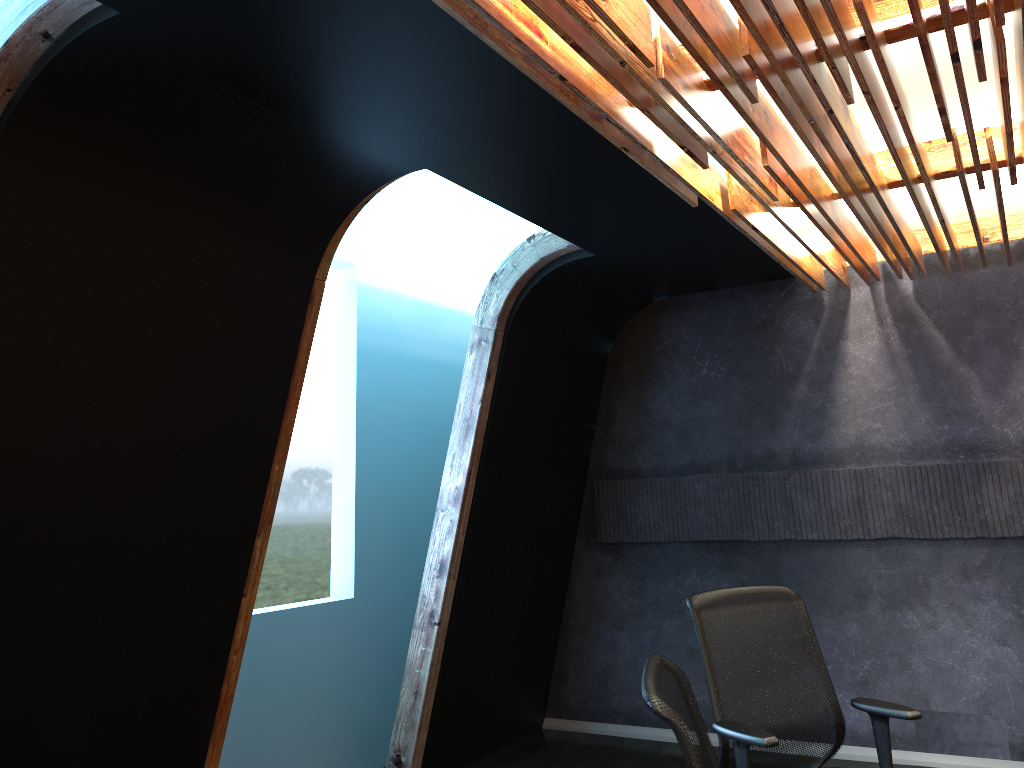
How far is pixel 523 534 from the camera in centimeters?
616cm

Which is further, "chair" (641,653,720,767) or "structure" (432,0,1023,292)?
"structure" (432,0,1023,292)

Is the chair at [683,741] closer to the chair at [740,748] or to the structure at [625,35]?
the chair at [740,748]

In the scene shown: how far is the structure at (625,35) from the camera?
2.5m

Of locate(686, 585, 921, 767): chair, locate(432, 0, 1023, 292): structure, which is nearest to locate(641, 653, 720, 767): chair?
locate(686, 585, 921, 767): chair

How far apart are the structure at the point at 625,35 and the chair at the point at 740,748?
1.7 meters

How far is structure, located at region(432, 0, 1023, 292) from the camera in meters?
2.5

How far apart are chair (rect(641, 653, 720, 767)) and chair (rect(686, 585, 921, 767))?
0.90m

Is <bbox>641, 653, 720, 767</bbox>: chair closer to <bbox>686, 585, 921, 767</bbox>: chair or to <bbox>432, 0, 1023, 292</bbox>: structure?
<bbox>686, 585, 921, 767</bbox>: chair

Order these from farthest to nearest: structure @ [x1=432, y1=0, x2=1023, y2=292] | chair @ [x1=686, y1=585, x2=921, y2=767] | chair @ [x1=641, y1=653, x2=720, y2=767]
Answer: chair @ [x1=686, y1=585, x2=921, y2=767] → structure @ [x1=432, y1=0, x2=1023, y2=292] → chair @ [x1=641, y1=653, x2=720, y2=767]
